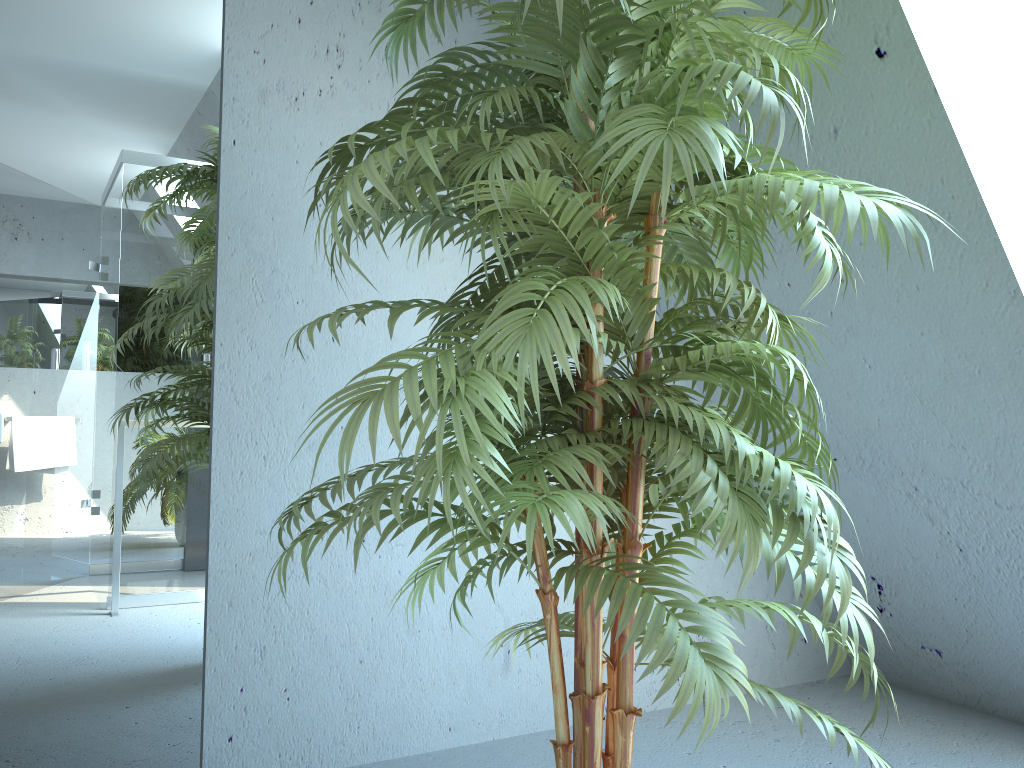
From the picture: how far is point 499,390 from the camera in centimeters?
104cm

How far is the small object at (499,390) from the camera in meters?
1.0 m

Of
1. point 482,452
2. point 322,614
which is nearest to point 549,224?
point 482,452

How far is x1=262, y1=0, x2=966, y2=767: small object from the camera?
1.0 meters
